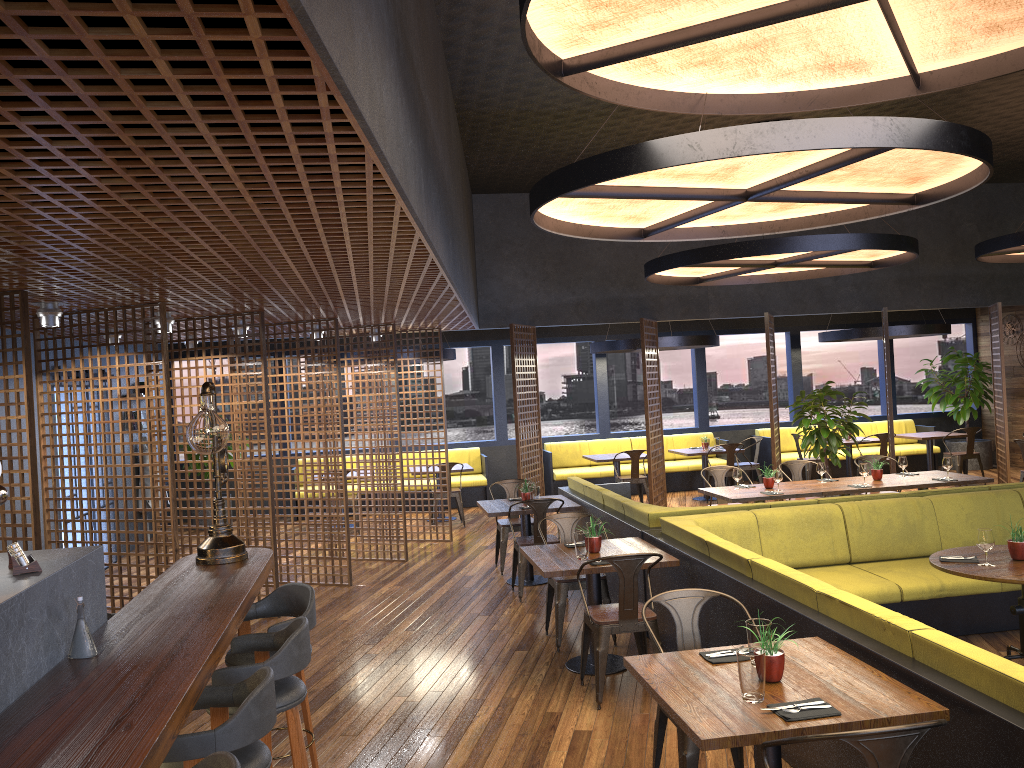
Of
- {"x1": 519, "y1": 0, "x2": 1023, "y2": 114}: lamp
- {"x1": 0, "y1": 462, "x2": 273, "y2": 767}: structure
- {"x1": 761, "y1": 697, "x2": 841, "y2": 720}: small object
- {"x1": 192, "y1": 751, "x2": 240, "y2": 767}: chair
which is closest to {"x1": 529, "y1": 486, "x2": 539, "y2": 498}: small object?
{"x1": 0, "y1": 462, "x2": 273, "y2": 767}: structure

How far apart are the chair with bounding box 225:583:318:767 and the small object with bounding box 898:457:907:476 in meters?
7.1

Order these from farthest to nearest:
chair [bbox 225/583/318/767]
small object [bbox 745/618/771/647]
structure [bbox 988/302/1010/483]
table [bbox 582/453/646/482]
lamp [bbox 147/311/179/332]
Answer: table [bbox 582/453/646/482] → structure [bbox 988/302/1010/483] → lamp [bbox 147/311/179/332] → chair [bbox 225/583/318/767] → small object [bbox 745/618/771/647]

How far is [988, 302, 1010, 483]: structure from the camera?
12.2 meters

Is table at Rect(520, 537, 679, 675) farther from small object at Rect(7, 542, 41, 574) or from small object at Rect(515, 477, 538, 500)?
small object at Rect(7, 542, 41, 574)

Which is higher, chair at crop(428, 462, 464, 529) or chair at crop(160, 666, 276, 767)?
chair at crop(160, 666, 276, 767)

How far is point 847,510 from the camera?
6.6 meters

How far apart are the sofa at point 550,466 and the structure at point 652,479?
2.3m

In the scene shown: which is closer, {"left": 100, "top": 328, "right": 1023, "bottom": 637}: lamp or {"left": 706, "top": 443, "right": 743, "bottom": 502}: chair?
{"left": 100, "top": 328, "right": 1023, "bottom": 637}: lamp

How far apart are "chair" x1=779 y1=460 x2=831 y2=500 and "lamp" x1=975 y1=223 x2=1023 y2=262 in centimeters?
321cm
